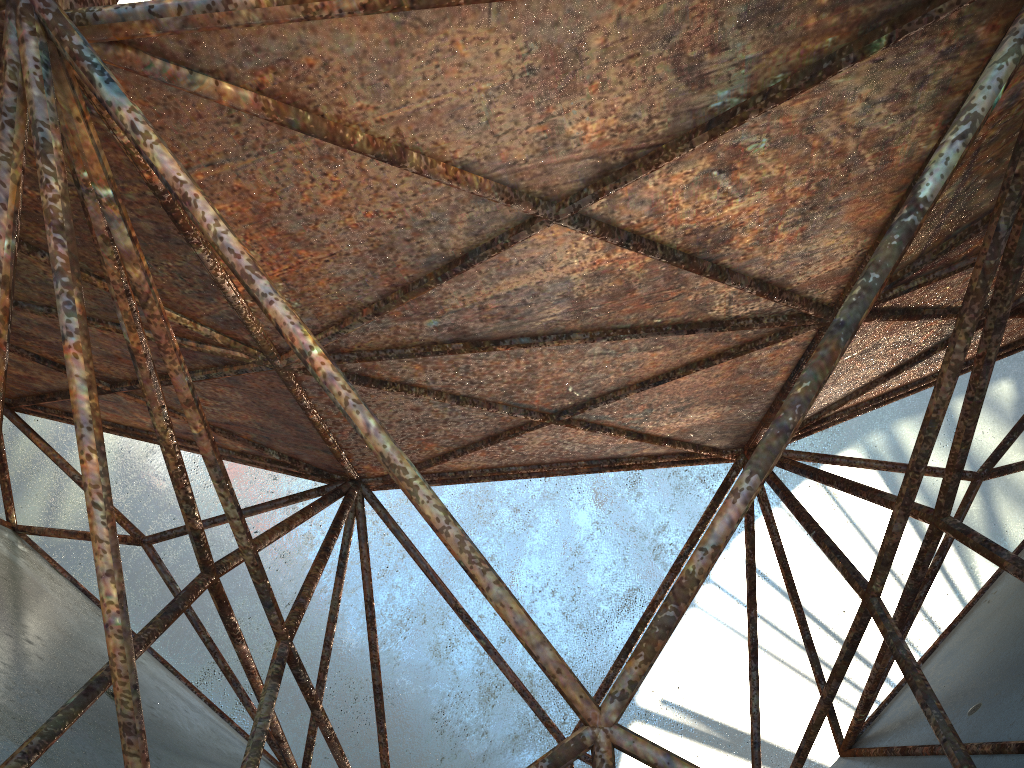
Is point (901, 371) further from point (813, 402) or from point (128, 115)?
point (128, 115)
